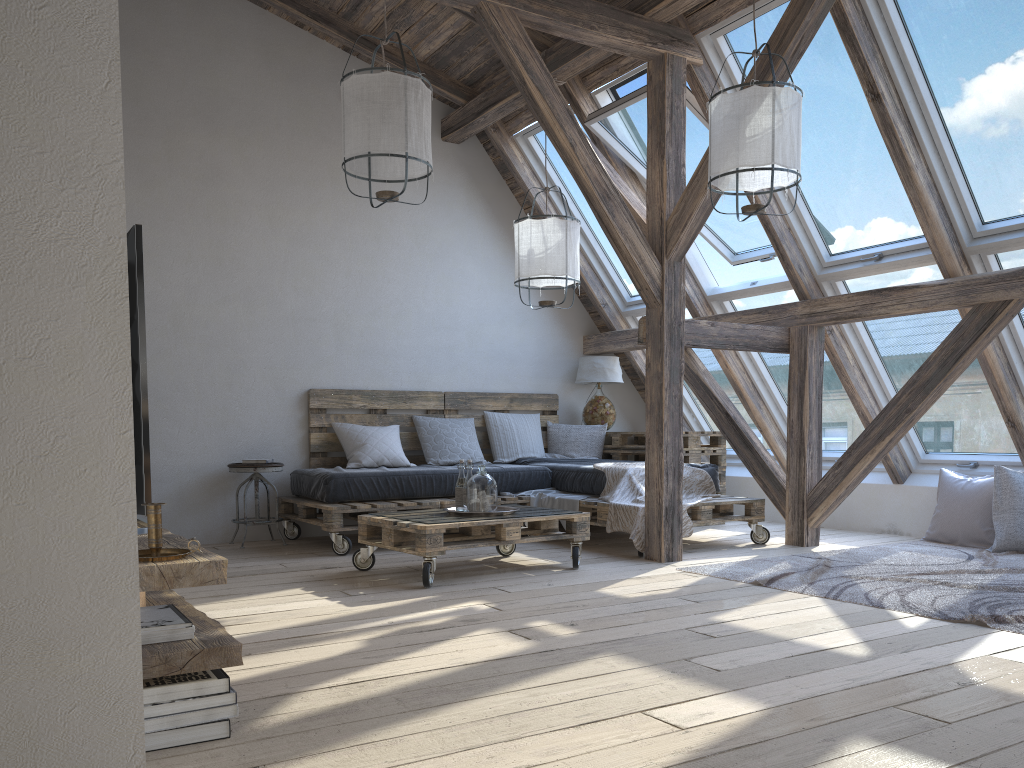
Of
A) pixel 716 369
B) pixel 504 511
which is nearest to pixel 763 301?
pixel 716 369

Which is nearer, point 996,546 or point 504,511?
point 504,511

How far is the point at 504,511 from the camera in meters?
4.3 m

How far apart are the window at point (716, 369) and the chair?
2.96m

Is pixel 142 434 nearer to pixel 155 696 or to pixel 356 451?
pixel 155 696

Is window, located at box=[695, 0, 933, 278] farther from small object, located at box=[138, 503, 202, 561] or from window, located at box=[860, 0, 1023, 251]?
small object, located at box=[138, 503, 202, 561]

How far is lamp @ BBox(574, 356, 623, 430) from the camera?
6.8 meters

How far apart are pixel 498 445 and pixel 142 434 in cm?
465

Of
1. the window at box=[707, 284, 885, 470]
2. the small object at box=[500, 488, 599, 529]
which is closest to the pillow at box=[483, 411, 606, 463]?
the small object at box=[500, 488, 599, 529]

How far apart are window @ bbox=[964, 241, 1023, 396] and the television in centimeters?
414cm
